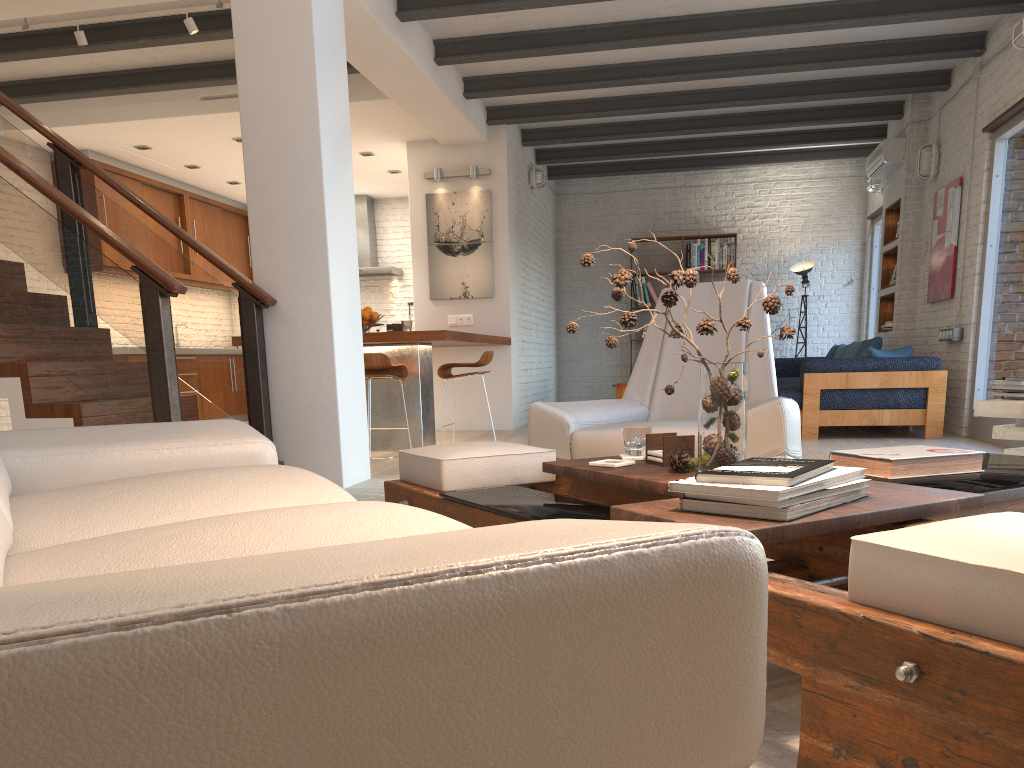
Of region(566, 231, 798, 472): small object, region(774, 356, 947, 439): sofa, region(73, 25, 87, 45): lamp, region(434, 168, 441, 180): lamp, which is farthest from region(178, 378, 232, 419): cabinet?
region(566, 231, 798, 472): small object

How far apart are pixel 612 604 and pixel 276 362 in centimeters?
447cm

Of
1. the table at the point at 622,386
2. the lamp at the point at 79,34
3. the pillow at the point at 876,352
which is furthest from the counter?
the pillow at the point at 876,352

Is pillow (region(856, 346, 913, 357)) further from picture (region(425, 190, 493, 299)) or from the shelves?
picture (region(425, 190, 493, 299))

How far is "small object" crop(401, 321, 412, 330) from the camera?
7.0m

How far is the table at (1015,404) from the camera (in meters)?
3.07

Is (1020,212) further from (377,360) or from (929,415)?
(377,360)

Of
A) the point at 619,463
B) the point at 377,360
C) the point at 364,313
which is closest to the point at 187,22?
the point at 364,313

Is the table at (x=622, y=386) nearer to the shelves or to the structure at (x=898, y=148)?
the shelves

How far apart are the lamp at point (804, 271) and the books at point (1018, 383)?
8.0 meters
